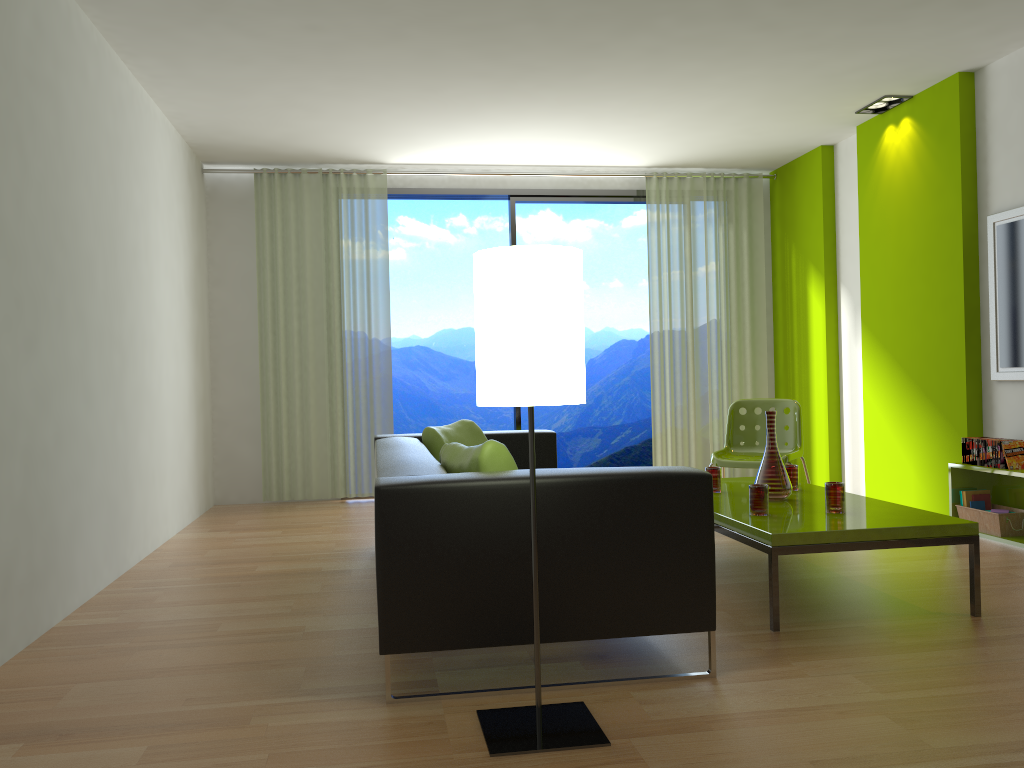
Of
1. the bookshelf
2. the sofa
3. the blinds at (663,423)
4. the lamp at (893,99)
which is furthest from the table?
the lamp at (893,99)

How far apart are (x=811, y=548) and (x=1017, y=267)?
2.7m

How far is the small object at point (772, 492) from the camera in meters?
3.9

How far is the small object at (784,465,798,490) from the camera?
4.26m

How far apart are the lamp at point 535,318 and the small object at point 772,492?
1.8 meters

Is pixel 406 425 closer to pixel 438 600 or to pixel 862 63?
pixel 862 63

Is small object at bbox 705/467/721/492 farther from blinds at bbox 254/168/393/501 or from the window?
blinds at bbox 254/168/393/501

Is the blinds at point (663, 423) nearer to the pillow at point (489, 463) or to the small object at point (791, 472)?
the small object at point (791, 472)

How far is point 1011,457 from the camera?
4.6 meters

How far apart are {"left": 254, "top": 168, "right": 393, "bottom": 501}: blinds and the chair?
2.7 meters
